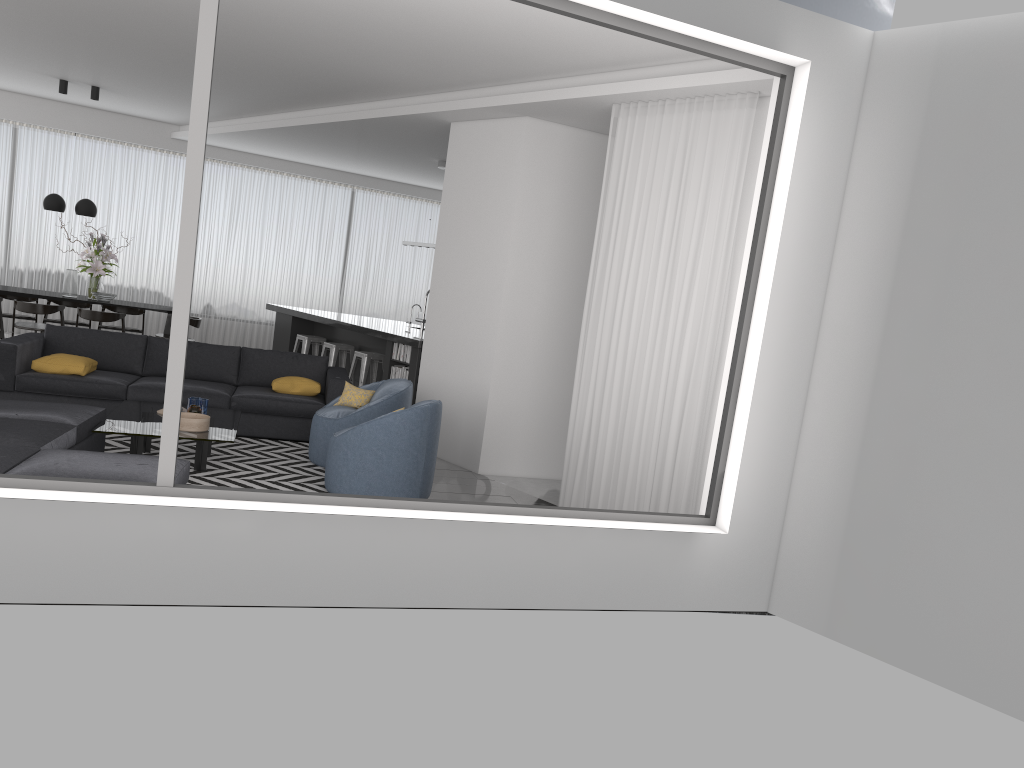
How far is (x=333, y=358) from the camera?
10.9 meters

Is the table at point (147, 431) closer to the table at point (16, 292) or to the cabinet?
the cabinet

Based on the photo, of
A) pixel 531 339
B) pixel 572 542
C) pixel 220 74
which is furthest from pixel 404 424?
pixel 220 74

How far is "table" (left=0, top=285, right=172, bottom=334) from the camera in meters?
10.6 m

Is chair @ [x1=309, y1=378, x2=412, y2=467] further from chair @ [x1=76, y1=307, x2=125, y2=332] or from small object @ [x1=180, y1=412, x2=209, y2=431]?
chair @ [x1=76, y1=307, x2=125, y2=332]

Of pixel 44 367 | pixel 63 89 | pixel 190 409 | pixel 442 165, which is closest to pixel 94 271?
pixel 63 89

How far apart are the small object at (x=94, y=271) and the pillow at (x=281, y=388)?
4.5 meters

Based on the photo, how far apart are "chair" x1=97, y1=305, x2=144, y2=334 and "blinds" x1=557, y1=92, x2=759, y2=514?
7.96m

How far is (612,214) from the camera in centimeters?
629cm

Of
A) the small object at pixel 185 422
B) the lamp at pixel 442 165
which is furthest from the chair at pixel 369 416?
the lamp at pixel 442 165
